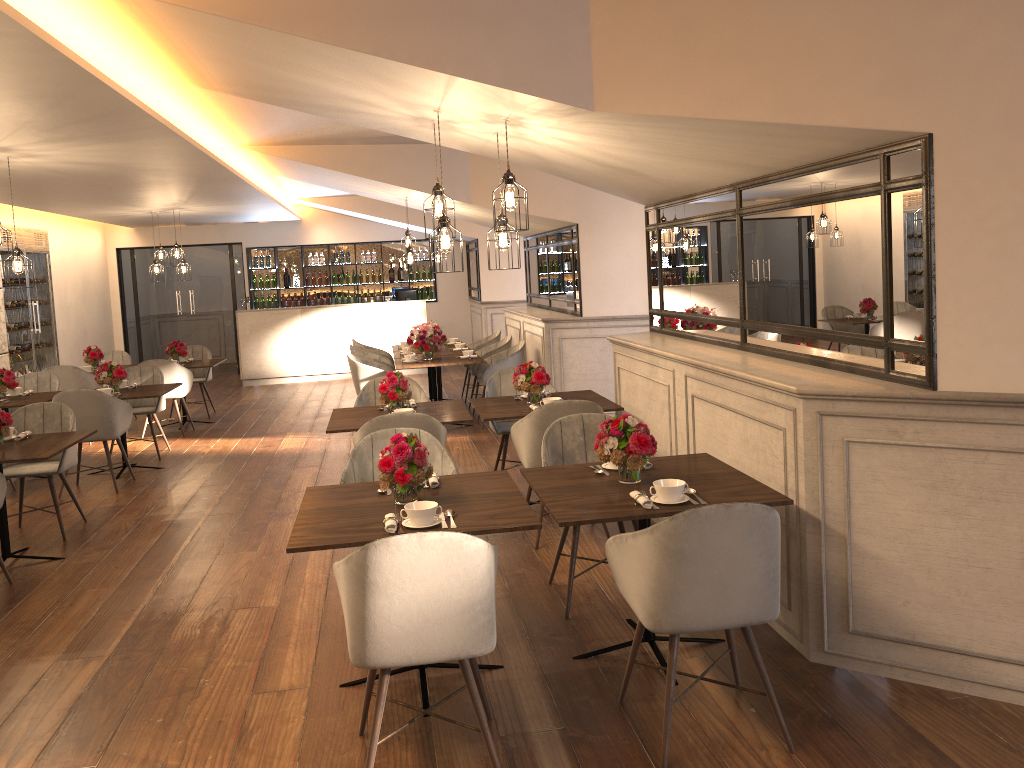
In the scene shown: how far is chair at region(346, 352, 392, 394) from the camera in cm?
887

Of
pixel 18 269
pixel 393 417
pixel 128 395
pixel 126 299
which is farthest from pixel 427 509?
pixel 126 299

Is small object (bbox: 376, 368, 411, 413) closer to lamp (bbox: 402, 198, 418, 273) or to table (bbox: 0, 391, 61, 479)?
table (bbox: 0, 391, 61, 479)

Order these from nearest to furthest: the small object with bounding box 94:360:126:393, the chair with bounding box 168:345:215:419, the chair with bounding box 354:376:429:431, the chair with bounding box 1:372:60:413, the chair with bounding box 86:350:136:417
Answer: the chair with bounding box 354:376:429:431 → the small object with bounding box 94:360:126:393 → the chair with bounding box 1:372:60:413 → the chair with bounding box 168:345:215:419 → the chair with bounding box 86:350:136:417

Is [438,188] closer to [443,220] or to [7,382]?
[443,220]

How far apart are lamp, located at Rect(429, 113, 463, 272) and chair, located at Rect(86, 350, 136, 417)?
7.8 meters

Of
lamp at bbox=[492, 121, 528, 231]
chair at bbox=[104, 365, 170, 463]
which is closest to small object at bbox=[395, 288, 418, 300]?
chair at bbox=[104, 365, 170, 463]

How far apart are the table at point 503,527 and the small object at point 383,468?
0.02m

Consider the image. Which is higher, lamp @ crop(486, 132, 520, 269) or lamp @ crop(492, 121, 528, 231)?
lamp @ crop(492, 121, 528, 231)

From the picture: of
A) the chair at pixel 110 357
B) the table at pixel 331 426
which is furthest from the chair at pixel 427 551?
the chair at pixel 110 357
